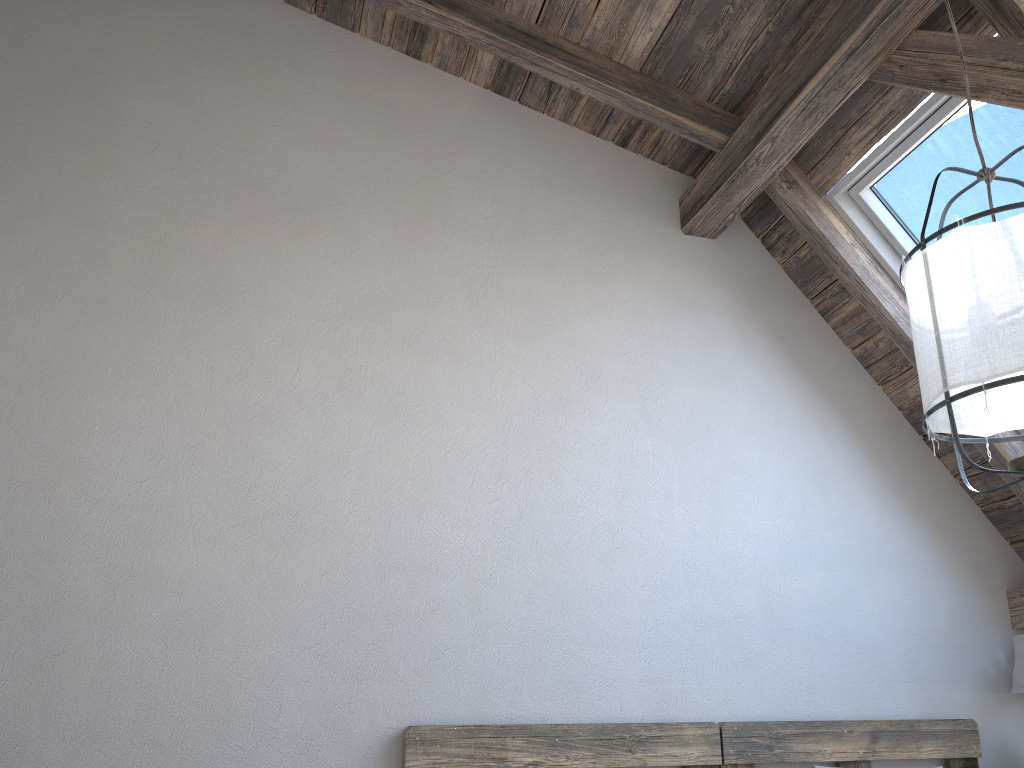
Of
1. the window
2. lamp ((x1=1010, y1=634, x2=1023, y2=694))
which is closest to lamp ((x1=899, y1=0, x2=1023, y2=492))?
the window

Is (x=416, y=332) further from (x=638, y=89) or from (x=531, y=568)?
(x=638, y=89)

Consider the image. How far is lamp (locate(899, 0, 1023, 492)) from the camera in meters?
1.7 m

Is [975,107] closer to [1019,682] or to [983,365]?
[983,365]

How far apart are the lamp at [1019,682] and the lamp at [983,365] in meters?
1.4

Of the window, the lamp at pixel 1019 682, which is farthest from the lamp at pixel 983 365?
the lamp at pixel 1019 682

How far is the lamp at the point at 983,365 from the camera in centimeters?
171cm

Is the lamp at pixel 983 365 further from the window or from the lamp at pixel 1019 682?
the lamp at pixel 1019 682

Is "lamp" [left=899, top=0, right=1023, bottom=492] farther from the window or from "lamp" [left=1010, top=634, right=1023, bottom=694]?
"lamp" [left=1010, top=634, right=1023, bottom=694]

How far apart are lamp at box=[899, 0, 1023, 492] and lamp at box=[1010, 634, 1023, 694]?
1.44m
